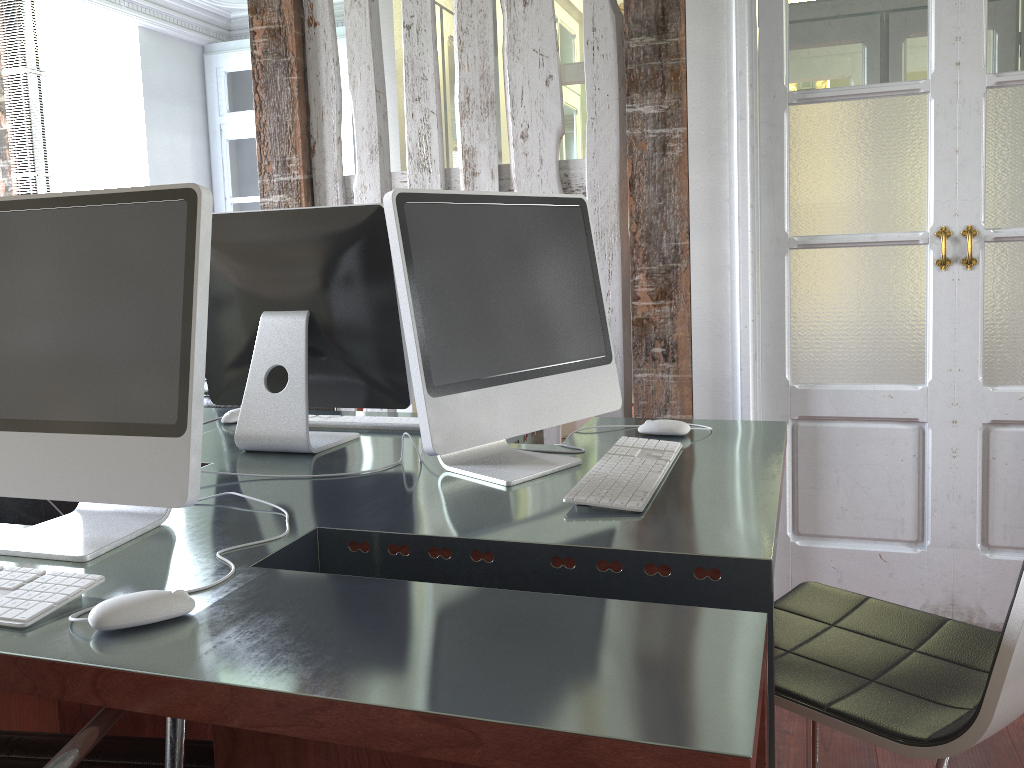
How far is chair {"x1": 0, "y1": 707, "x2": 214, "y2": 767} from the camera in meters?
0.8

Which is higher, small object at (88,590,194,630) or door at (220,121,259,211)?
door at (220,121,259,211)

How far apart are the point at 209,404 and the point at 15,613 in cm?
184

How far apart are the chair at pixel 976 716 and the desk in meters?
0.2

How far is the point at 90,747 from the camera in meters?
0.8 m

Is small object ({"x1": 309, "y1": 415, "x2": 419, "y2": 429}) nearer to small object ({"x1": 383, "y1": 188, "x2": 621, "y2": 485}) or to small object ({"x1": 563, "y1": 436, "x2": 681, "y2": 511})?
small object ({"x1": 383, "y1": 188, "x2": 621, "y2": 485})

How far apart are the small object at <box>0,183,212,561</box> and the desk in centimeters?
1cm

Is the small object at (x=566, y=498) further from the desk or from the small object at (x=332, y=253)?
the small object at (x=332, y=253)

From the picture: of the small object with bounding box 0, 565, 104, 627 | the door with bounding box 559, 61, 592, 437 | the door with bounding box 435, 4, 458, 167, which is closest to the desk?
the small object with bounding box 0, 565, 104, 627

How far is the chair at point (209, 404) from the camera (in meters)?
2.76
